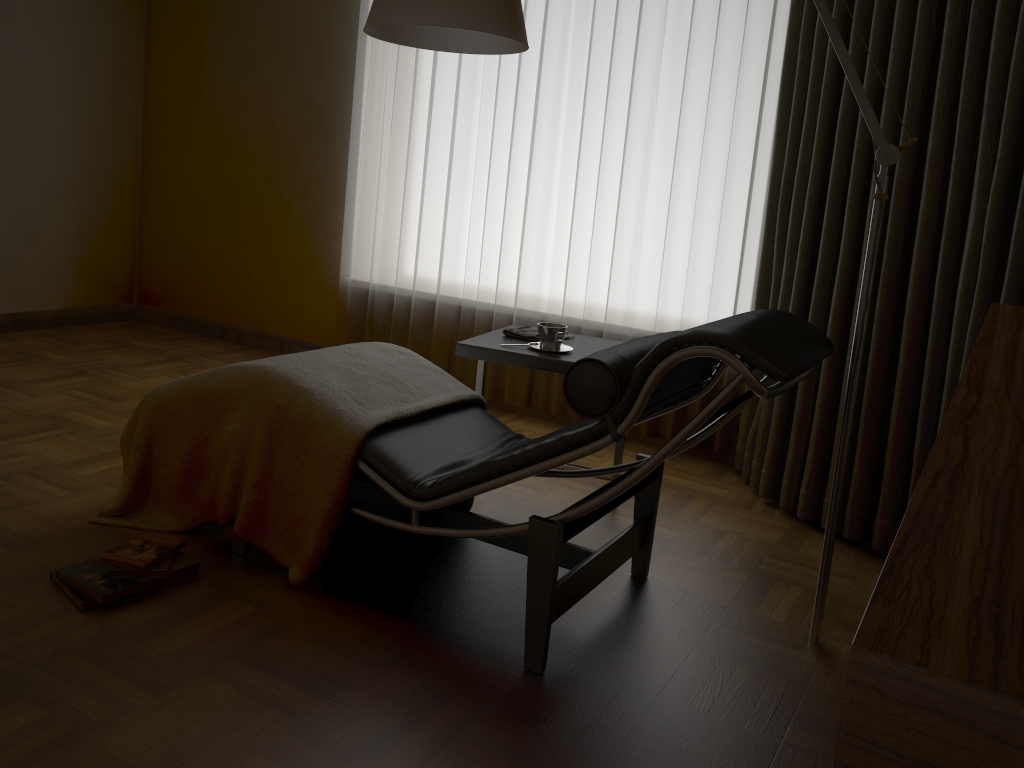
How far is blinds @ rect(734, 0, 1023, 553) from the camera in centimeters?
232cm

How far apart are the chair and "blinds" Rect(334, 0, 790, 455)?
1.2 meters

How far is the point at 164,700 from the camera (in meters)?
1.75

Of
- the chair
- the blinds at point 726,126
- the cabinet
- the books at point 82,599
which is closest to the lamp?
the chair

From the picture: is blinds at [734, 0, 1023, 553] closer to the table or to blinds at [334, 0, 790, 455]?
blinds at [334, 0, 790, 455]

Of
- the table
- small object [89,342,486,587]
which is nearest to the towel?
the table

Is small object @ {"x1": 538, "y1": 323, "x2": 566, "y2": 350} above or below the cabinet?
below

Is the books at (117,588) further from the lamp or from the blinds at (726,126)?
the blinds at (726,126)

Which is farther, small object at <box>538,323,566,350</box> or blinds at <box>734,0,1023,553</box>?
small object at <box>538,323,566,350</box>

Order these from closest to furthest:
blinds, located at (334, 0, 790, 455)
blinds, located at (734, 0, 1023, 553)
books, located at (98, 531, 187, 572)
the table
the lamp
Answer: the lamp < books, located at (98, 531, 187, 572) < blinds, located at (734, 0, 1023, 553) < the table < blinds, located at (334, 0, 790, 455)
